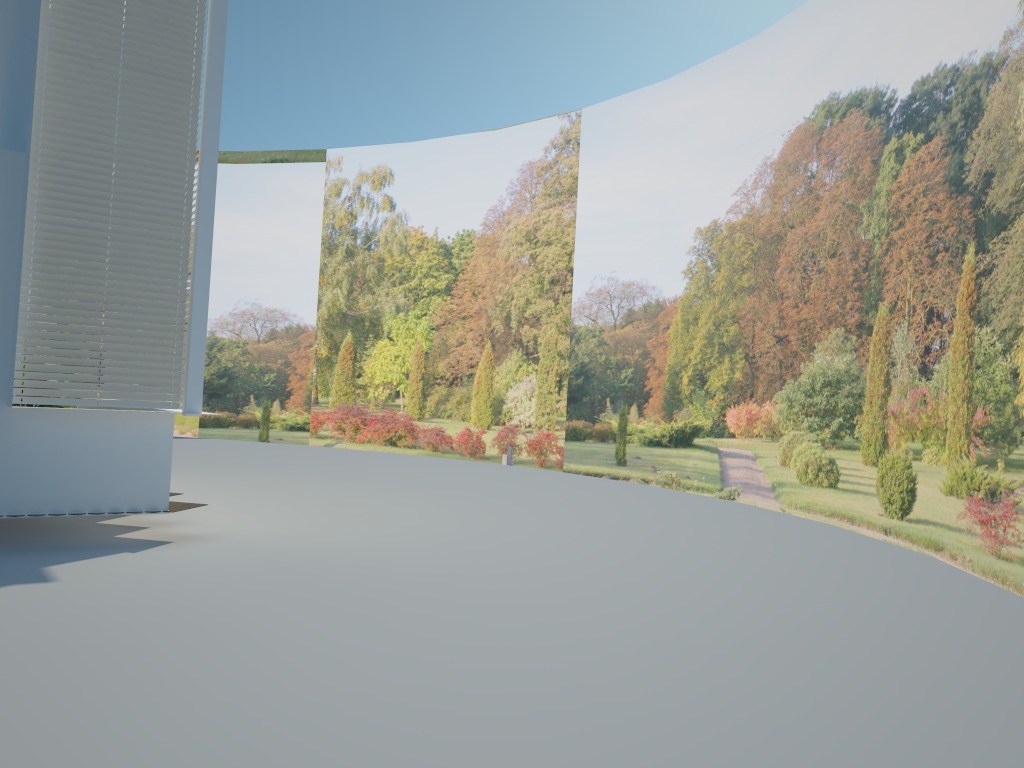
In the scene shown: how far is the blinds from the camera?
6.48m

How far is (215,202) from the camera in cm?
2115

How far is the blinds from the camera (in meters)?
6.48

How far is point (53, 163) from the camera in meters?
6.5
